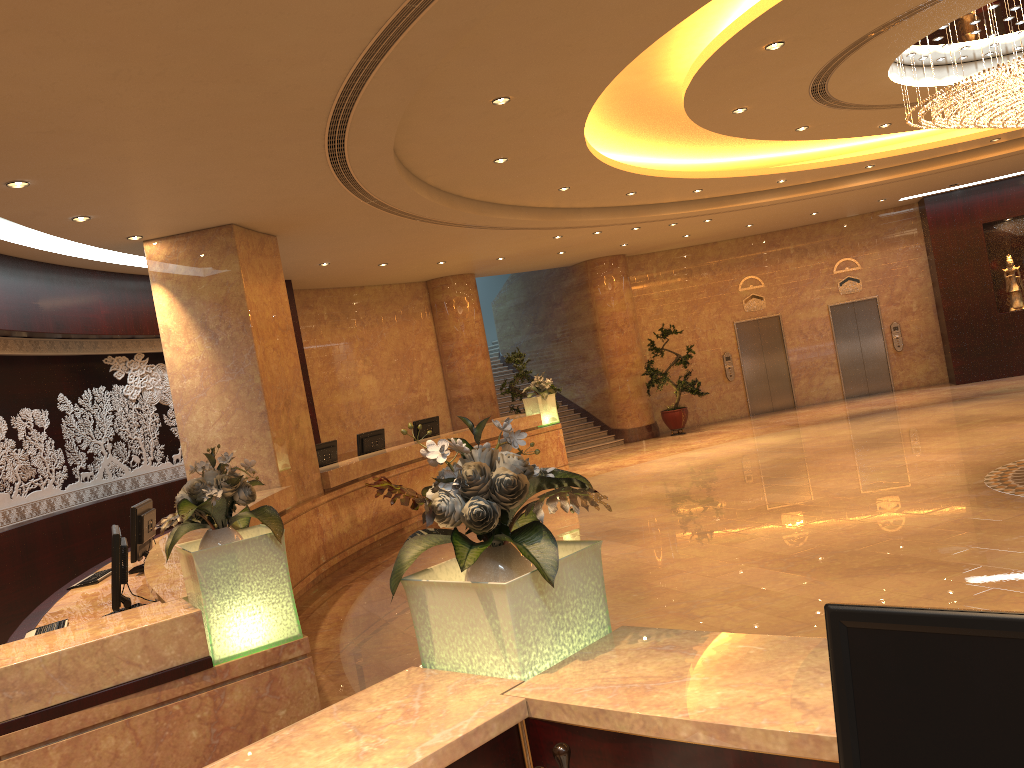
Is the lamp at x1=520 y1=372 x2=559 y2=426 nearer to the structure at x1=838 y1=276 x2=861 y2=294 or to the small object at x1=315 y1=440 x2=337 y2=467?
the small object at x1=315 y1=440 x2=337 y2=467

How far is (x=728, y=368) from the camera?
19.8 meters

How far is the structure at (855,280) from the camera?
19.7m

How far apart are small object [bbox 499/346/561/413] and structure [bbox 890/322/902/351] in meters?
8.7

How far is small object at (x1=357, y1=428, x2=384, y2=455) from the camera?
12.5 meters

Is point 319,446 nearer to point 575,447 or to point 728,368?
point 575,447

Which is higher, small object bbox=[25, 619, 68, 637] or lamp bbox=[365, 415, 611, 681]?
lamp bbox=[365, 415, 611, 681]

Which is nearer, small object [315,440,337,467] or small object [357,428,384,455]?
small object [315,440,337,467]

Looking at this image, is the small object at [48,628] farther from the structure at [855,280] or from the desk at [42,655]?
the structure at [855,280]

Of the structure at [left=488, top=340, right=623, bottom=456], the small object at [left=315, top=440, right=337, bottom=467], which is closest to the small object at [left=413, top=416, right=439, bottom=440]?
the small object at [left=315, top=440, right=337, bottom=467]
